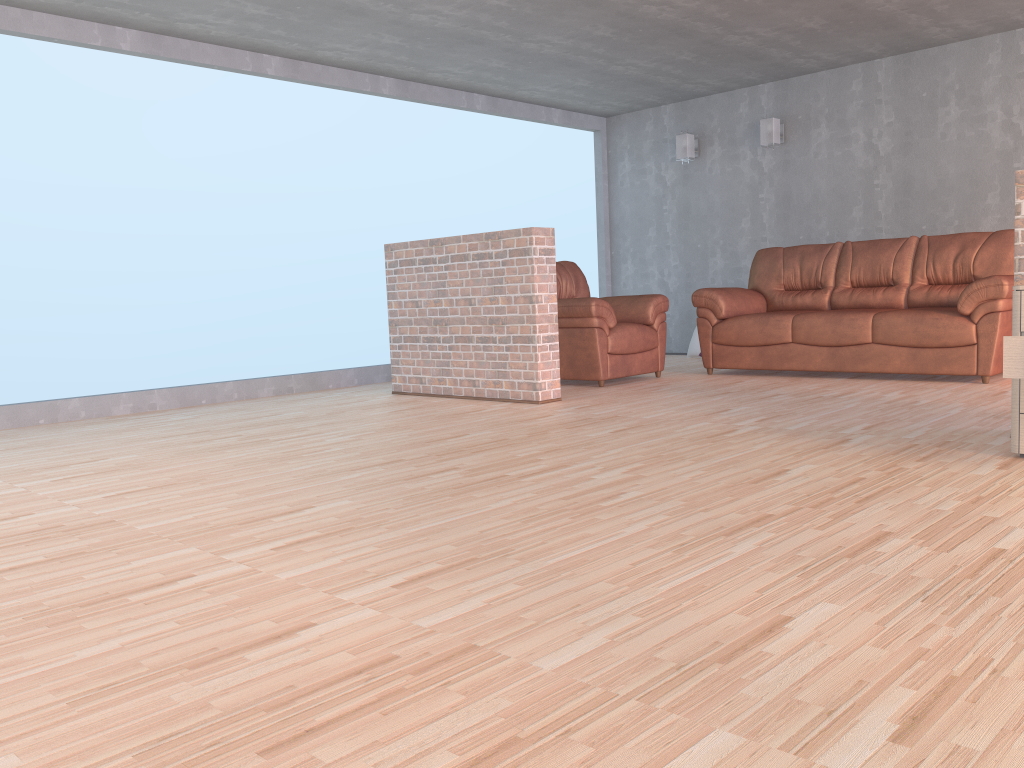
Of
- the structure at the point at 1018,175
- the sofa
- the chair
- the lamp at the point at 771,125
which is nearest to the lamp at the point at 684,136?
the lamp at the point at 771,125

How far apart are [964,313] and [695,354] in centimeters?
313cm

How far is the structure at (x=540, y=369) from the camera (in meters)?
5.34

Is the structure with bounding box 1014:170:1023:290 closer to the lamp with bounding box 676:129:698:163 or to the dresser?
the dresser

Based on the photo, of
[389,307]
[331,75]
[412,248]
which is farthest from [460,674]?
[331,75]

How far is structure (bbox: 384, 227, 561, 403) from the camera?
5.3 meters

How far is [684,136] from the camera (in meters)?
8.43

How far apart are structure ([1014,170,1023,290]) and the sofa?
2.0 meters

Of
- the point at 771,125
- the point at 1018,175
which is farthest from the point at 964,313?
Answer: the point at 771,125

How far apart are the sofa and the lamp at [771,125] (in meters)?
1.27
